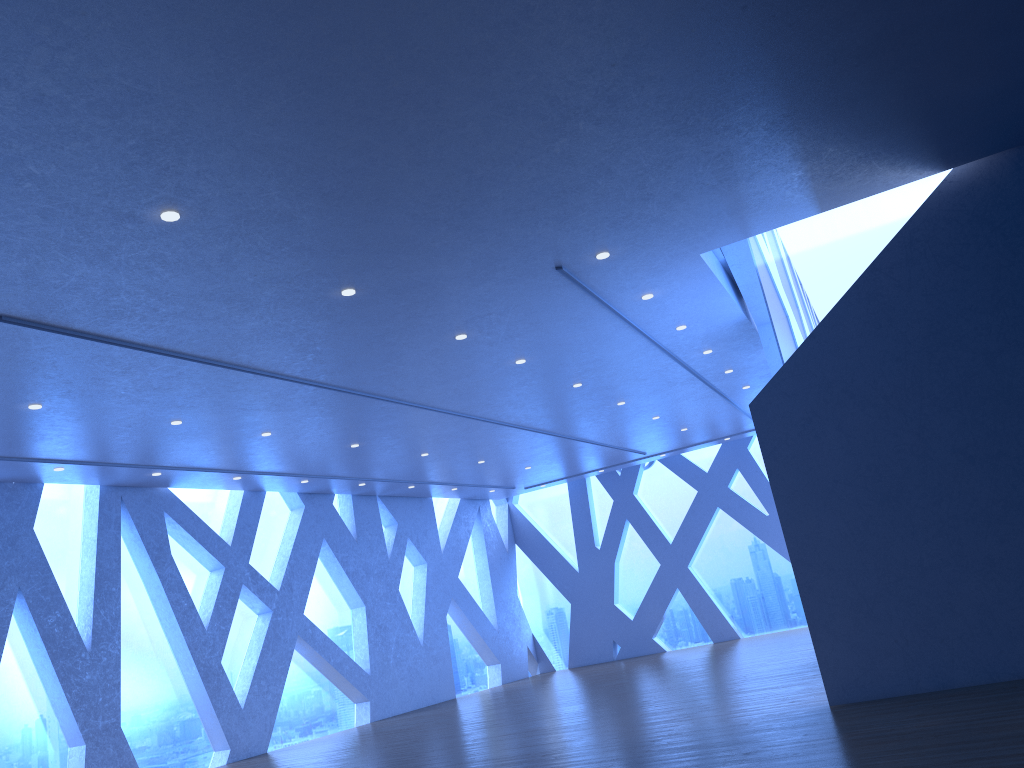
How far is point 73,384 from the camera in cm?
798
